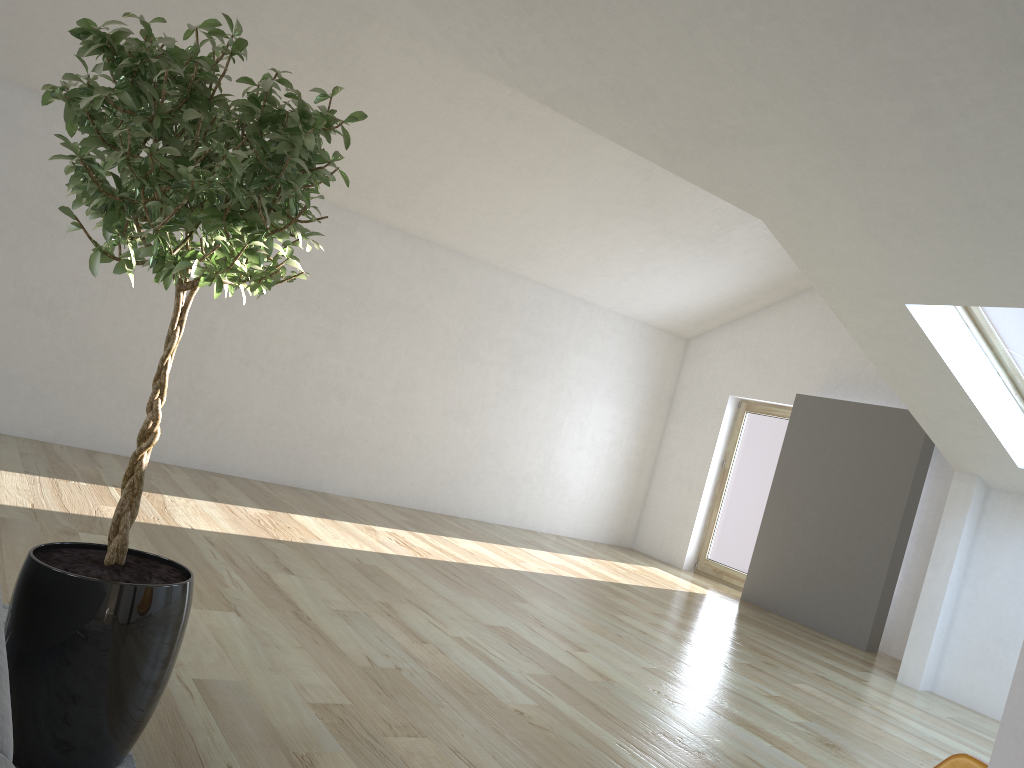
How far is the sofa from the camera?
1.1 meters

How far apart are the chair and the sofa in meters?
2.0

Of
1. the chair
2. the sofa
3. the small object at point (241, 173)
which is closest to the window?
the chair

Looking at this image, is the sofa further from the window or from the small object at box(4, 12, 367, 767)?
the window

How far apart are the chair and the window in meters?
4.1

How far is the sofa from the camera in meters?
1.1 m

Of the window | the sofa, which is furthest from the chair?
the window

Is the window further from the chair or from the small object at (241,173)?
the small object at (241,173)

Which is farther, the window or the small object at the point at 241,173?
the window

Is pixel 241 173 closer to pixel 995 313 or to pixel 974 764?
pixel 974 764
